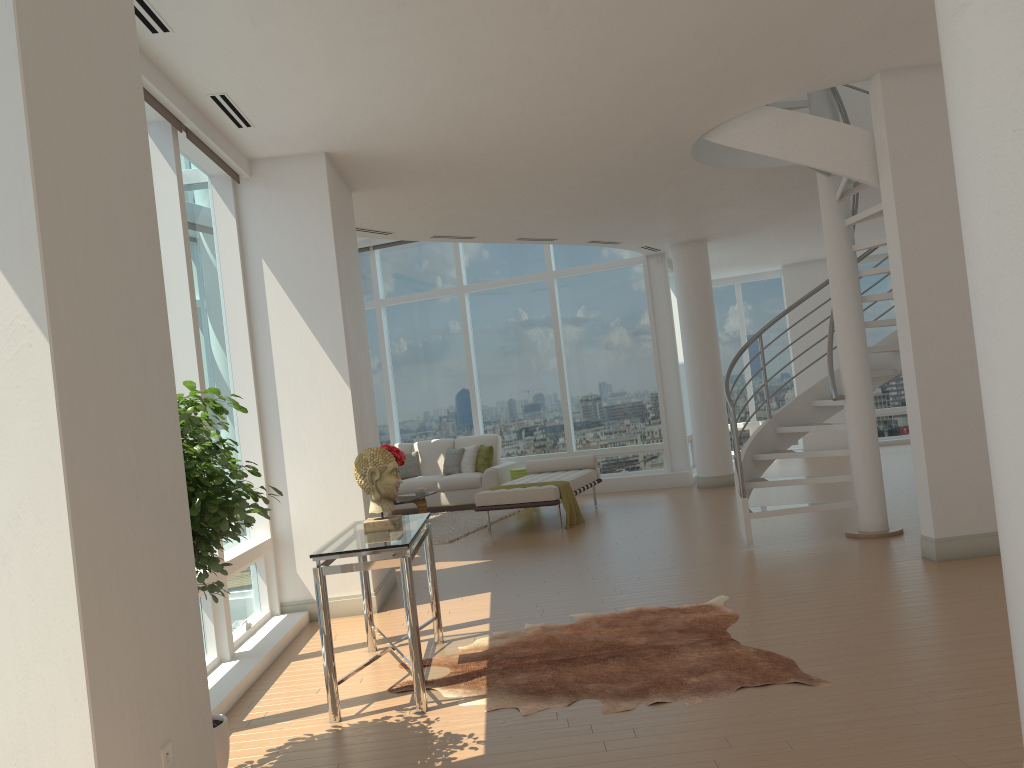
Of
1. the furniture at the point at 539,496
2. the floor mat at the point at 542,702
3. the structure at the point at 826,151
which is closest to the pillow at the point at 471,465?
the furniture at the point at 539,496

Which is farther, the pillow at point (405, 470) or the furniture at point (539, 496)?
the pillow at point (405, 470)

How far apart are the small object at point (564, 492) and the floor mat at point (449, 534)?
1.2m

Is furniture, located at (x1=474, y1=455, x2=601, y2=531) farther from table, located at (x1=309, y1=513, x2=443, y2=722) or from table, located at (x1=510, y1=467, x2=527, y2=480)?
table, located at (x1=309, y1=513, x2=443, y2=722)

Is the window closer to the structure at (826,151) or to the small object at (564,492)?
the small object at (564,492)

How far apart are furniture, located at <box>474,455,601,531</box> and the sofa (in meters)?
0.86

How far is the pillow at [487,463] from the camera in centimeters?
1278cm

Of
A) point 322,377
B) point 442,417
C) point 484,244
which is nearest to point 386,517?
point 322,377

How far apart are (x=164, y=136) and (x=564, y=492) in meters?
5.9

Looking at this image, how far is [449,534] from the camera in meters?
10.1 m
